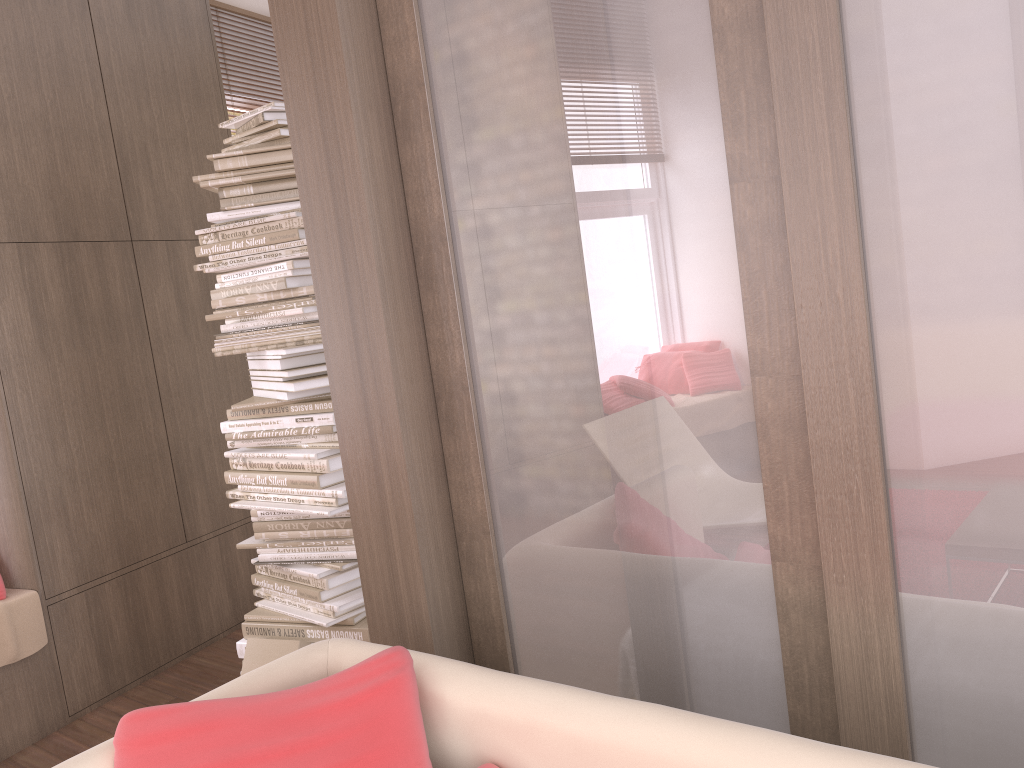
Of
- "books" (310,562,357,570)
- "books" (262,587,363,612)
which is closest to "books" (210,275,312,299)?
"books" (310,562,357,570)

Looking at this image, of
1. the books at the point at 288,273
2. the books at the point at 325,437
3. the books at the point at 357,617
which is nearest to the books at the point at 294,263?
the books at the point at 288,273

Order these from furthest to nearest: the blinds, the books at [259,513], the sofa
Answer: the blinds
the books at [259,513]
the sofa

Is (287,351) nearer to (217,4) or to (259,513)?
(259,513)

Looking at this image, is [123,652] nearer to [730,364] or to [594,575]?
[594,575]

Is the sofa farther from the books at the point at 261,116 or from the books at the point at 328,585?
the books at the point at 261,116

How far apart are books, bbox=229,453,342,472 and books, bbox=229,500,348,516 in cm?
12

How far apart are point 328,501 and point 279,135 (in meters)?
1.17

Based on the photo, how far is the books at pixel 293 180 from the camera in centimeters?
292cm

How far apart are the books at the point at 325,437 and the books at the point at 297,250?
0.6m
